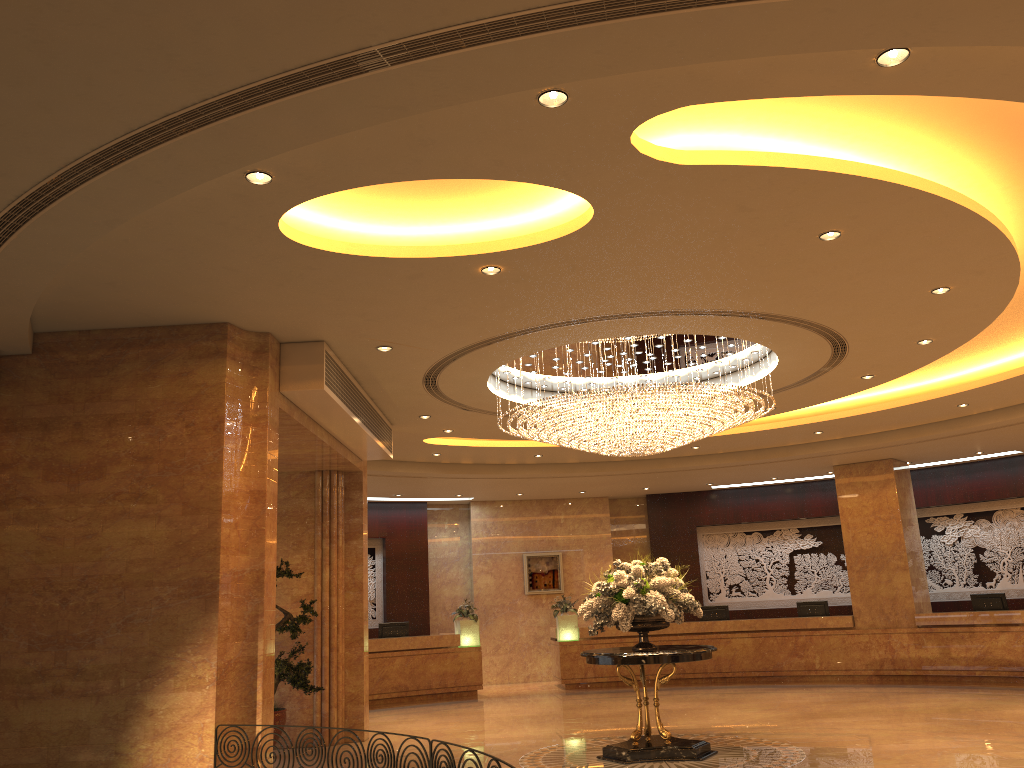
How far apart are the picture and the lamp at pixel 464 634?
2.37m

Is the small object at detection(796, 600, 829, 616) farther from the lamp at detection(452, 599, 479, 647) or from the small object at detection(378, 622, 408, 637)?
the small object at detection(378, 622, 408, 637)

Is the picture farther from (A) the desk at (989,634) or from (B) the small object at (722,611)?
(B) the small object at (722,611)

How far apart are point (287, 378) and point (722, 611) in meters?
12.3

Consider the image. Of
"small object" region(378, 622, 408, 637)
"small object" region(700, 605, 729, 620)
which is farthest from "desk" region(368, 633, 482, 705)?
"small object" region(700, 605, 729, 620)

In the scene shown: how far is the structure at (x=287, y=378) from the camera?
8.5m

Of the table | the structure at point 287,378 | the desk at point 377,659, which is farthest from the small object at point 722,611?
the structure at point 287,378

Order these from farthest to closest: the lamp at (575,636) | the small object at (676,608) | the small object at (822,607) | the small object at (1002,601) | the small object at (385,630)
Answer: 1. the lamp at (575,636)
2. the small object at (822,607)
3. the small object at (385,630)
4. the small object at (1002,601)
5. the small object at (676,608)

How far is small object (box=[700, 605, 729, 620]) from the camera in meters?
17.9

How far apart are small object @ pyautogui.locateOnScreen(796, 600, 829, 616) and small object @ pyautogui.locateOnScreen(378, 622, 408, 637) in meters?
7.8 m
